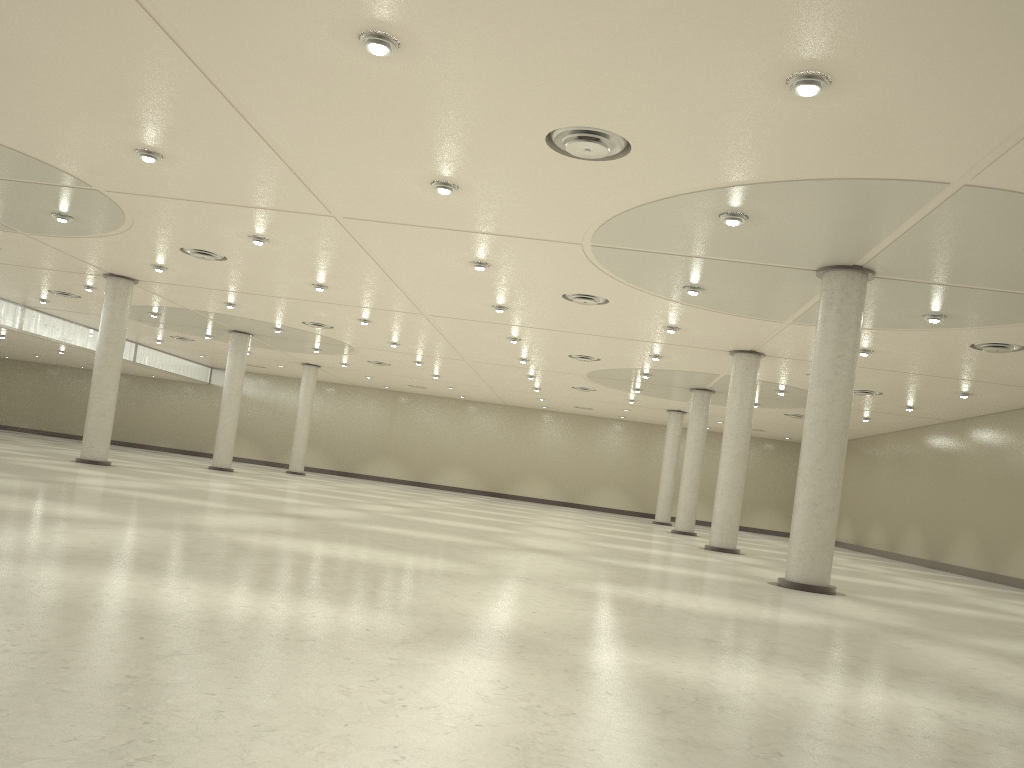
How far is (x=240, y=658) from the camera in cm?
1113
